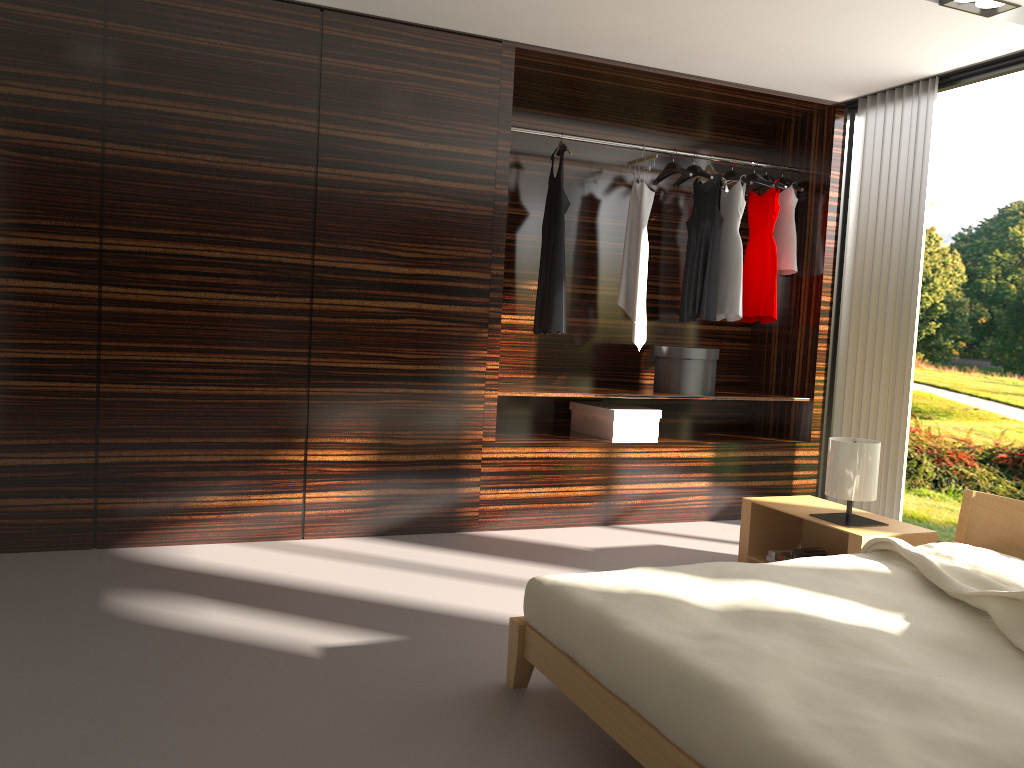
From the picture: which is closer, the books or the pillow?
the pillow

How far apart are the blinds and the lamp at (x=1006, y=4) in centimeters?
89cm

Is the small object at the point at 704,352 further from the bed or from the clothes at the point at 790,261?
the bed

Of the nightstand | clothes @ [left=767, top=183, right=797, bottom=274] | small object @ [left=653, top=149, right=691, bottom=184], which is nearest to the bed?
the nightstand

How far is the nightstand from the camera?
3.4m

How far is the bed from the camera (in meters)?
1.60

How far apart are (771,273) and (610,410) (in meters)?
1.33

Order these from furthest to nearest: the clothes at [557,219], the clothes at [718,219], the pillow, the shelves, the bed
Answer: the clothes at [718,219]
the clothes at [557,219]
the shelves
the pillow
the bed

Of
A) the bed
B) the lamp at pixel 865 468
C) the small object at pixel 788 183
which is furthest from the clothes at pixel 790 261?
the bed

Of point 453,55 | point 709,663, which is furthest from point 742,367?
point 709,663
